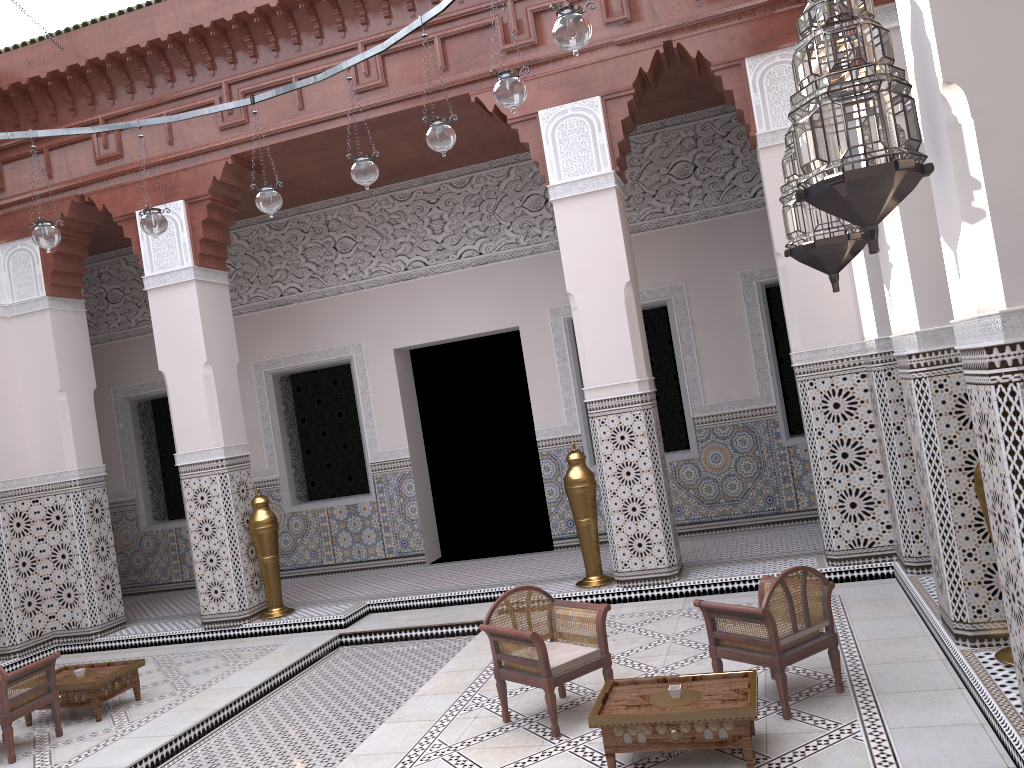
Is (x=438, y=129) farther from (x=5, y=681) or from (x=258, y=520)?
(x=258, y=520)

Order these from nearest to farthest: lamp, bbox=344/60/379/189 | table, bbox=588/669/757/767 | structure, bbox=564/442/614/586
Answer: table, bbox=588/669/757/767, lamp, bbox=344/60/379/189, structure, bbox=564/442/614/586

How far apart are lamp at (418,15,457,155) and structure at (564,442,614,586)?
1.4 meters

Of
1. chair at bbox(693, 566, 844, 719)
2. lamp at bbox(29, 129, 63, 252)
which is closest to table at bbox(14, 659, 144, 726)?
lamp at bbox(29, 129, 63, 252)

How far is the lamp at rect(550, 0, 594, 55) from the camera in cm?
173

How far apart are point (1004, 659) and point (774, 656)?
0.5 meters

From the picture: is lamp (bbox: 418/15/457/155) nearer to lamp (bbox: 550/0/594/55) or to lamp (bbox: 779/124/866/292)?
lamp (bbox: 550/0/594/55)

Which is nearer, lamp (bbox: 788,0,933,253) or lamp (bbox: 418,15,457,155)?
lamp (bbox: 788,0,933,253)

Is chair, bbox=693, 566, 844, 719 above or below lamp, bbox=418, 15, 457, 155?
below

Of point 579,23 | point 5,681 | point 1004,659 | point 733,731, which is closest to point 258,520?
point 5,681
